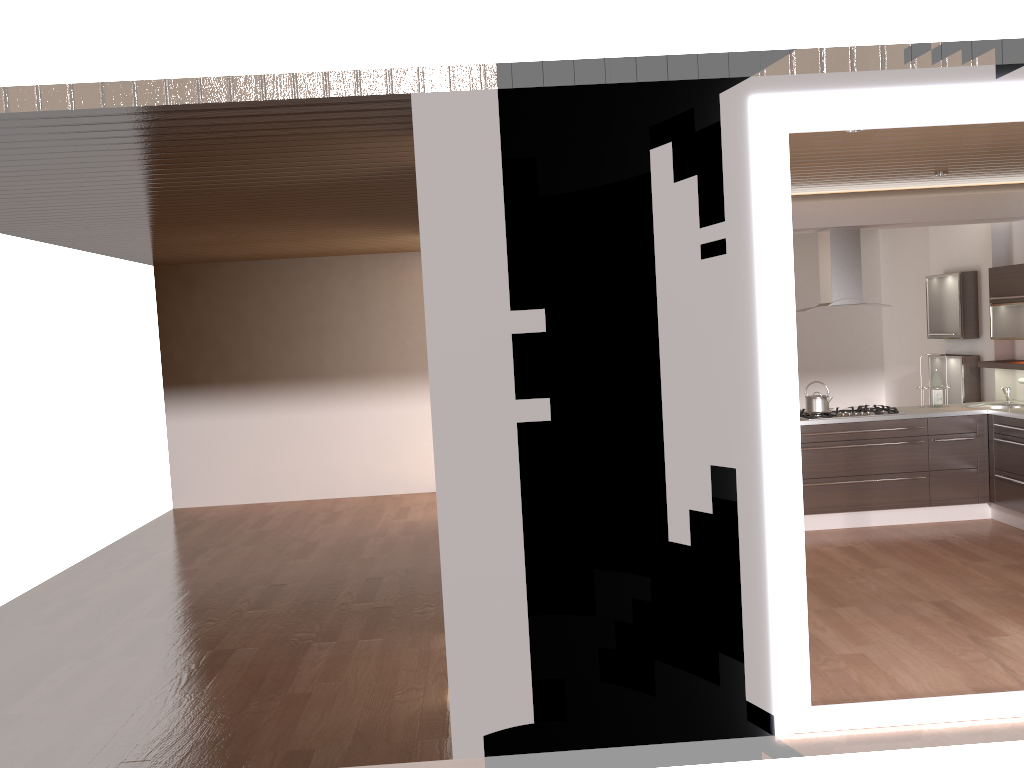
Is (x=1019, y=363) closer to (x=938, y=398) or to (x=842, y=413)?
(x=938, y=398)

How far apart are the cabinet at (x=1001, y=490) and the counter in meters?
0.1

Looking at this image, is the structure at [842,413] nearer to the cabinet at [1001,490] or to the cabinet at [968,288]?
the cabinet at [1001,490]

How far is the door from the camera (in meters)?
3.56

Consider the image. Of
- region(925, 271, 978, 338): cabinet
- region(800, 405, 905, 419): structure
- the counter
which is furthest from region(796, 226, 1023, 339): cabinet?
region(800, 405, 905, 419): structure

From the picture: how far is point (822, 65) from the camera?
3.55m

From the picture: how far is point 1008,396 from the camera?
7.48m

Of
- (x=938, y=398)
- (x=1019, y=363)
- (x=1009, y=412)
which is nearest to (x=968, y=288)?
(x=1019, y=363)

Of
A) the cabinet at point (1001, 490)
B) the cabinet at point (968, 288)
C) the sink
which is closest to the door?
the cabinet at point (1001, 490)

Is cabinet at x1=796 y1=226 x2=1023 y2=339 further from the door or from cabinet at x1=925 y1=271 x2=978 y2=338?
the door
